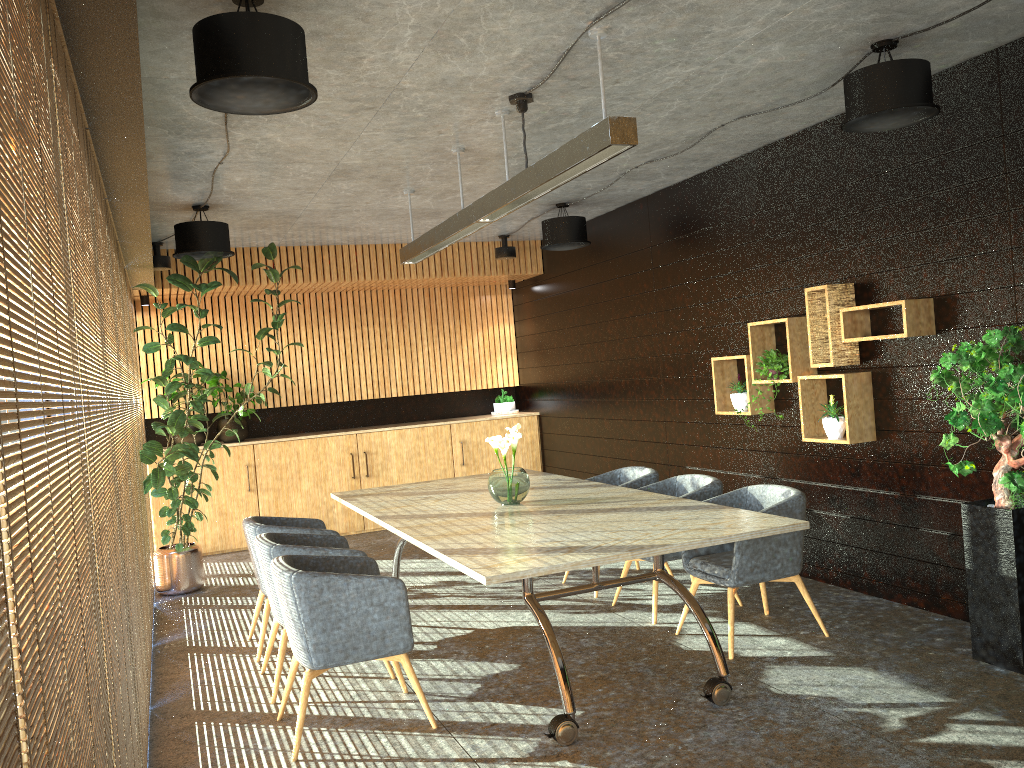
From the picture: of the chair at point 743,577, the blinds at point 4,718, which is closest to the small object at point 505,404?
the chair at point 743,577

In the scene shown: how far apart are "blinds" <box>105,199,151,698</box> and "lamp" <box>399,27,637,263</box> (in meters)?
2.30

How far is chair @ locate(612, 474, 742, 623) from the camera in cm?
634

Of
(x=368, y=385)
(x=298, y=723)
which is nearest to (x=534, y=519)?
(x=298, y=723)

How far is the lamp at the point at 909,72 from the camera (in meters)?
4.72

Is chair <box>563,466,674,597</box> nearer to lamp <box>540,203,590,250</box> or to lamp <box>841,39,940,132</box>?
lamp <box>540,203,590,250</box>

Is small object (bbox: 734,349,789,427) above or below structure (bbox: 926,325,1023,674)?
above

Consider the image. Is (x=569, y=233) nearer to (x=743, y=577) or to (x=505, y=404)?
(x=505, y=404)

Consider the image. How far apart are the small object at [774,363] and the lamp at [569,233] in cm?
256

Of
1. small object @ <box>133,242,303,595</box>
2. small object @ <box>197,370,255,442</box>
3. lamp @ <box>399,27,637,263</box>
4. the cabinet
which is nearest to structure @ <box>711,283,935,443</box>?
lamp @ <box>399,27,637,263</box>
